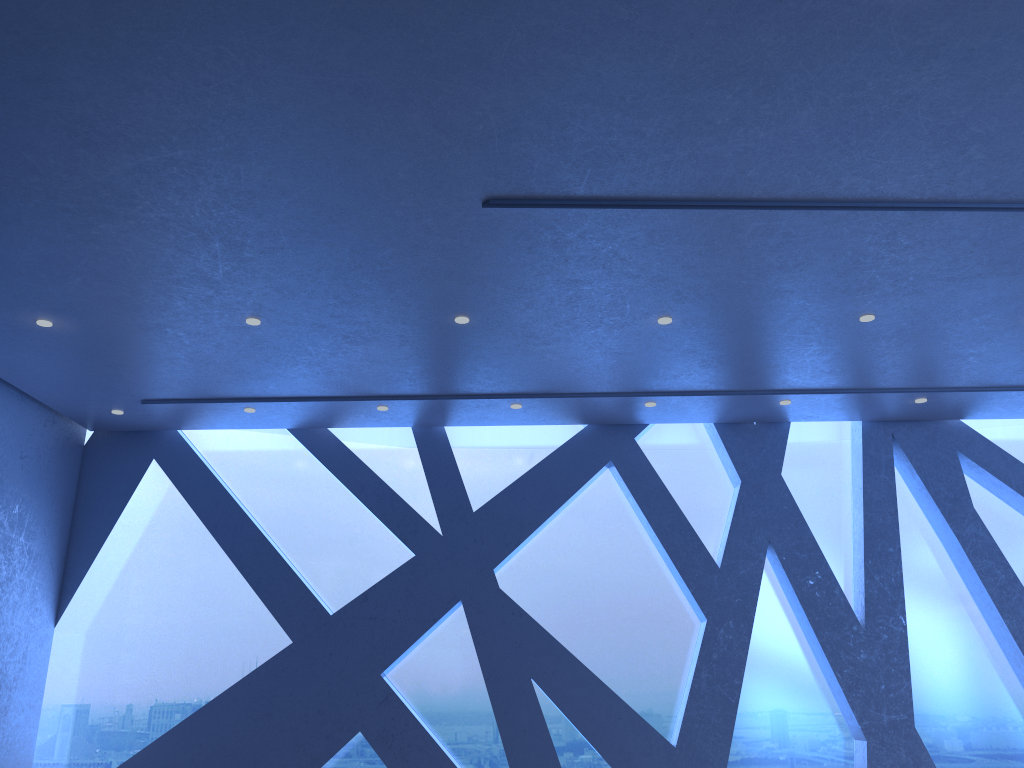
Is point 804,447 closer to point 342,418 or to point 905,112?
point 342,418

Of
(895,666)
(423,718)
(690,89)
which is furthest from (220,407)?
(895,666)
